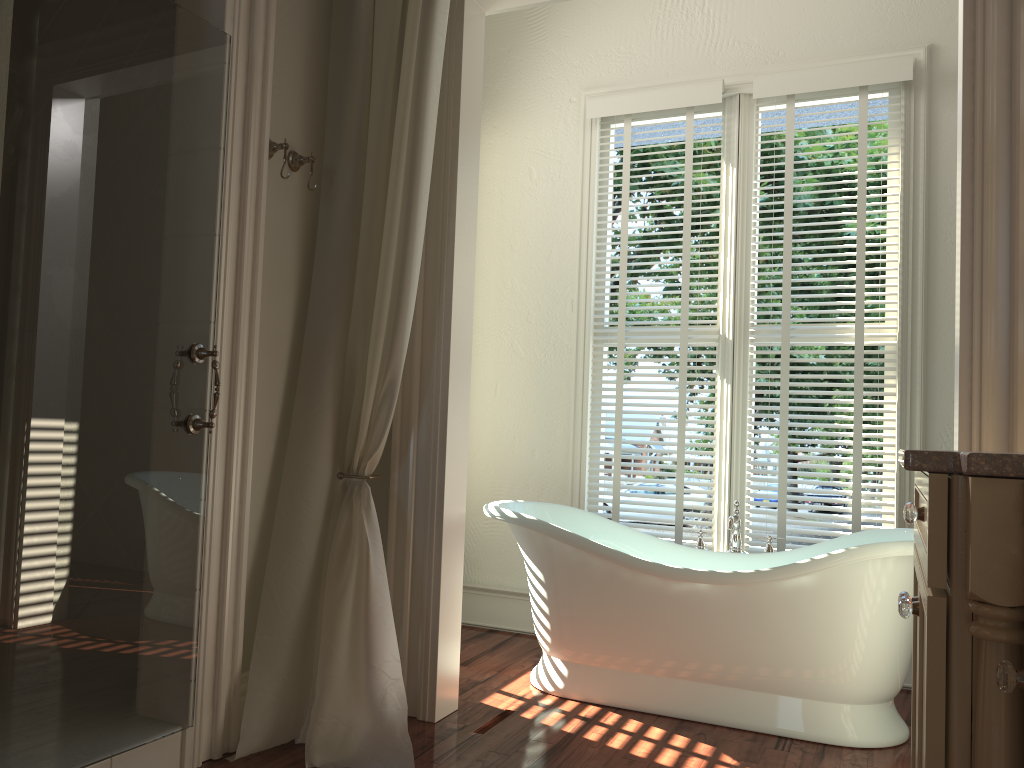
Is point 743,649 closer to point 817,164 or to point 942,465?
point 942,465

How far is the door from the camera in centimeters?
180cm

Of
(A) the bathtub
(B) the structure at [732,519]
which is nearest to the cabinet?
(A) the bathtub

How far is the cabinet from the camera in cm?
108

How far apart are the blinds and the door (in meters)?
2.00

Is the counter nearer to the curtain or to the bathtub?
the bathtub

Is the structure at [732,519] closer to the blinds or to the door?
the blinds

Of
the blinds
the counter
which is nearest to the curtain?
the blinds

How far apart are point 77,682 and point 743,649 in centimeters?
195cm

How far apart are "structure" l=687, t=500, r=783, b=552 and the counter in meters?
2.0
